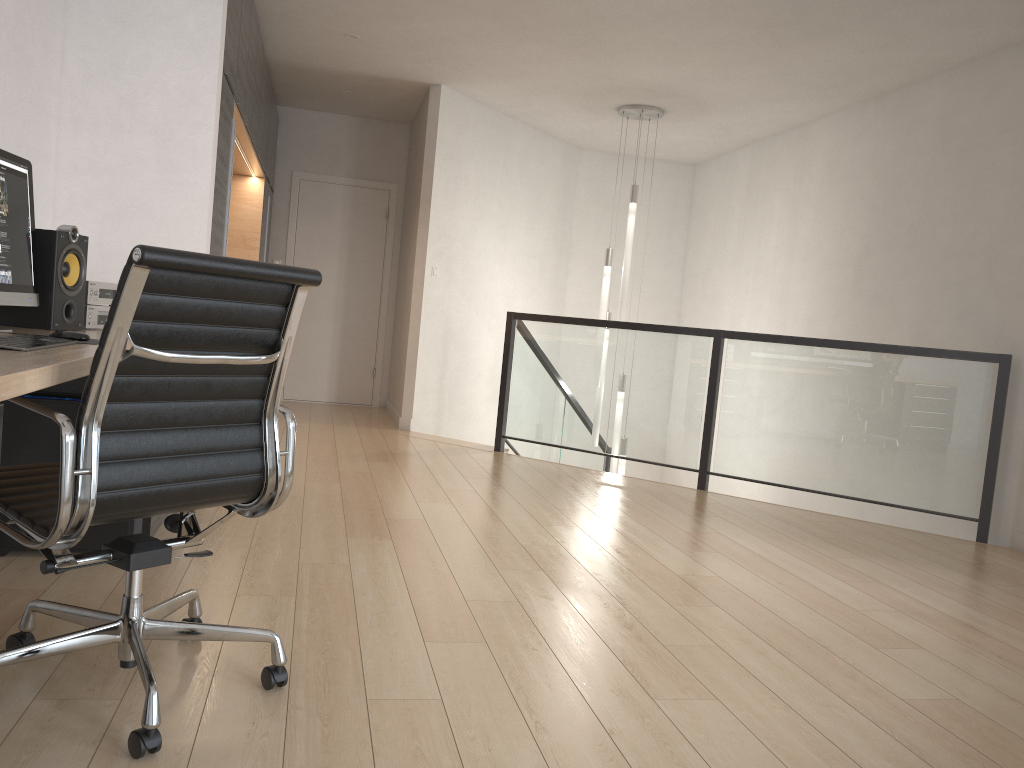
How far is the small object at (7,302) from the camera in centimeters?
264cm

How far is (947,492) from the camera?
4.8 meters

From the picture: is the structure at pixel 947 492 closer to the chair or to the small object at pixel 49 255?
the small object at pixel 49 255

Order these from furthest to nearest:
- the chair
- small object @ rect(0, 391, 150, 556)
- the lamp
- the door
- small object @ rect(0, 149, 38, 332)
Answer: the door, the lamp, small object @ rect(0, 391, 150, 556), small object @ rect(0, 149, 38, 332), the chair

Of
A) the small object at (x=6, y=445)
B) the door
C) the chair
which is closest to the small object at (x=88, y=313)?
the small object at (x=6, y=445)

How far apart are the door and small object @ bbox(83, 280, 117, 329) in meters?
5.0 m

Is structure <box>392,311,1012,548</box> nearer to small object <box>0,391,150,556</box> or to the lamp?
the lamp

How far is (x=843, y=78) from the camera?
5.74m

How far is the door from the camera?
8.3m

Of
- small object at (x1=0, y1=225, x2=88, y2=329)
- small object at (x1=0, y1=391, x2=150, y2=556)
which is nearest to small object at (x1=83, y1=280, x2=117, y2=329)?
small object at (x1=0, y1=225, x2=88, y2=329)
